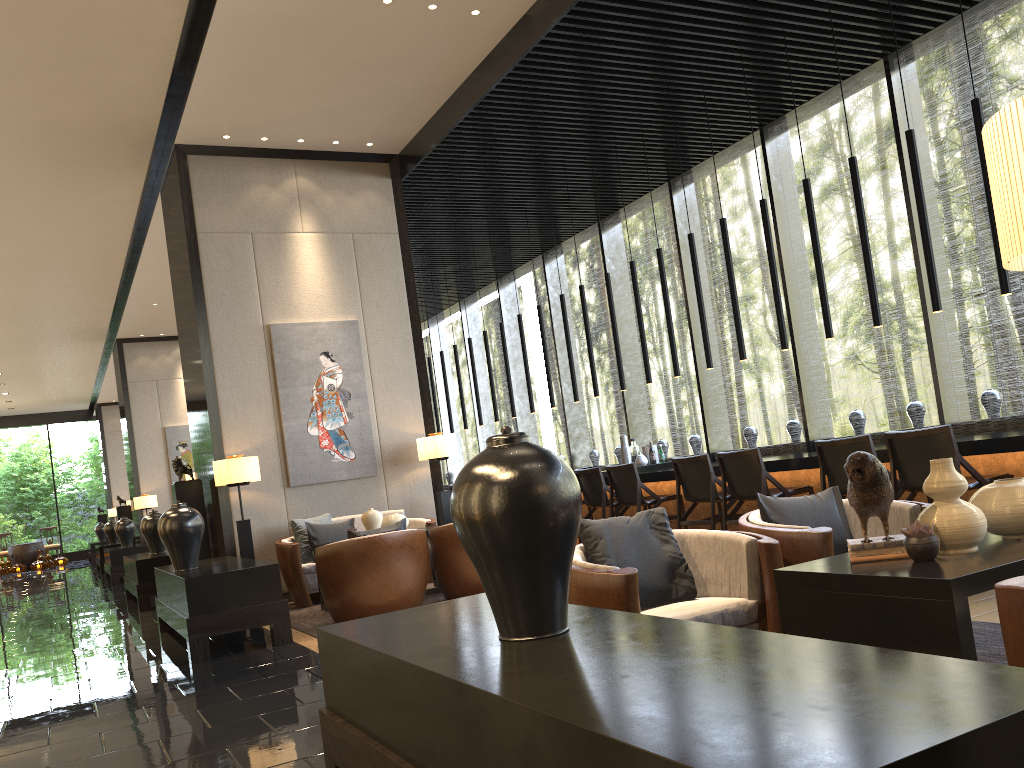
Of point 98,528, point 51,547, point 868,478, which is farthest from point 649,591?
point 51,547

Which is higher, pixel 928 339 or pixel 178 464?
pixel 928 339

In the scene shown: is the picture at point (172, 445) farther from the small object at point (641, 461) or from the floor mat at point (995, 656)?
the floor mat at point (995, 656)

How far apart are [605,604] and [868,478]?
0.9m

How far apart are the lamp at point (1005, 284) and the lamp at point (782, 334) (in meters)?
1.91

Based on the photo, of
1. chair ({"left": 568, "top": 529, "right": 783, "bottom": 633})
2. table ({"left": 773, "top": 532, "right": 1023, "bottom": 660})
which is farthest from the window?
table ({"left": 773, "top": 532, "right": 1023, "bottom": 660})

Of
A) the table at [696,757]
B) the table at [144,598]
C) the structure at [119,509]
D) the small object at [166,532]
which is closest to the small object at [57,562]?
the structure at [119,509]

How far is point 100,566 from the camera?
16.6m

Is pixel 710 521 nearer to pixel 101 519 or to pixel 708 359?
pixel 708 359

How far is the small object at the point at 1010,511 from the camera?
2.43m
